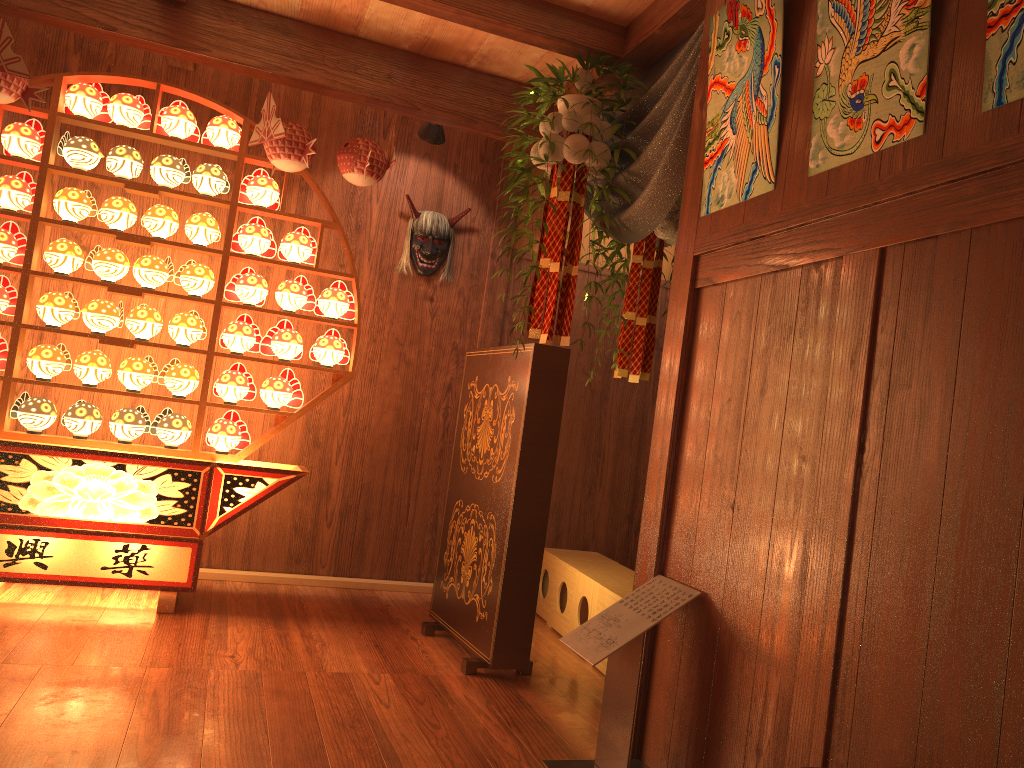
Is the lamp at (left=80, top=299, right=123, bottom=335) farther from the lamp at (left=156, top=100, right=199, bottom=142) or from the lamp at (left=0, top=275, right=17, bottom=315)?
the lamp at (left=156, top=100, right=199, bottom=142)

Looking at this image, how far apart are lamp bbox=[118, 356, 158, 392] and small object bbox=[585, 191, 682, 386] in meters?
2.1 m

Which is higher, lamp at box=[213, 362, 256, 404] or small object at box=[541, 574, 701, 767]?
lamp at box=[213, 362, 256, 404]

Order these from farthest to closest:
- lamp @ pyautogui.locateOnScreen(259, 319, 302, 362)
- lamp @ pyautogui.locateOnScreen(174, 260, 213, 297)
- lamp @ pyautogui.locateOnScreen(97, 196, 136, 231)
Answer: lamp @ pyautogui.locateOnScreen(259, 319, 302, 362), lamp @ pyautogui.locateOnScreen(174, 260, 213, 297), lamp @ pyautogui.locateOnScreen(97, 196, 136, 231)

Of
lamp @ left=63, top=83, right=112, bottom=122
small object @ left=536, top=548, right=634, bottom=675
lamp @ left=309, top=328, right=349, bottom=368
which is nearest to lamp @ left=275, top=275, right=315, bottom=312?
lamp @ left=309, top=328, right=349, bottom=368

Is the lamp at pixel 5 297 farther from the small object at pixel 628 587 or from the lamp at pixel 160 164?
the small object at pixel 628 587

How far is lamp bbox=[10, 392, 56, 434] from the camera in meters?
3.7 m

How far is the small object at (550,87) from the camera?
3.31m

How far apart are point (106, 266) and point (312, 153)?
1.0m

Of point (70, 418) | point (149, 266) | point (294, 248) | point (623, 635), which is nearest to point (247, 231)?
point (294, 248)
